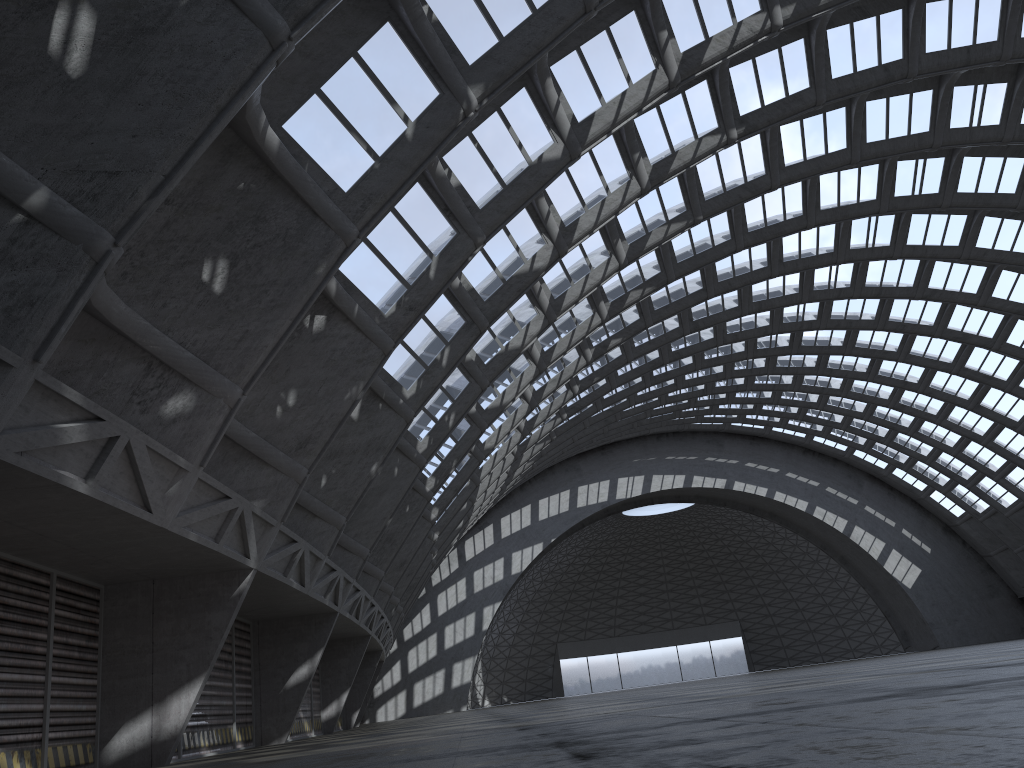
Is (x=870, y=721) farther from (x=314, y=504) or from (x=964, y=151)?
(x=964, y=151)
